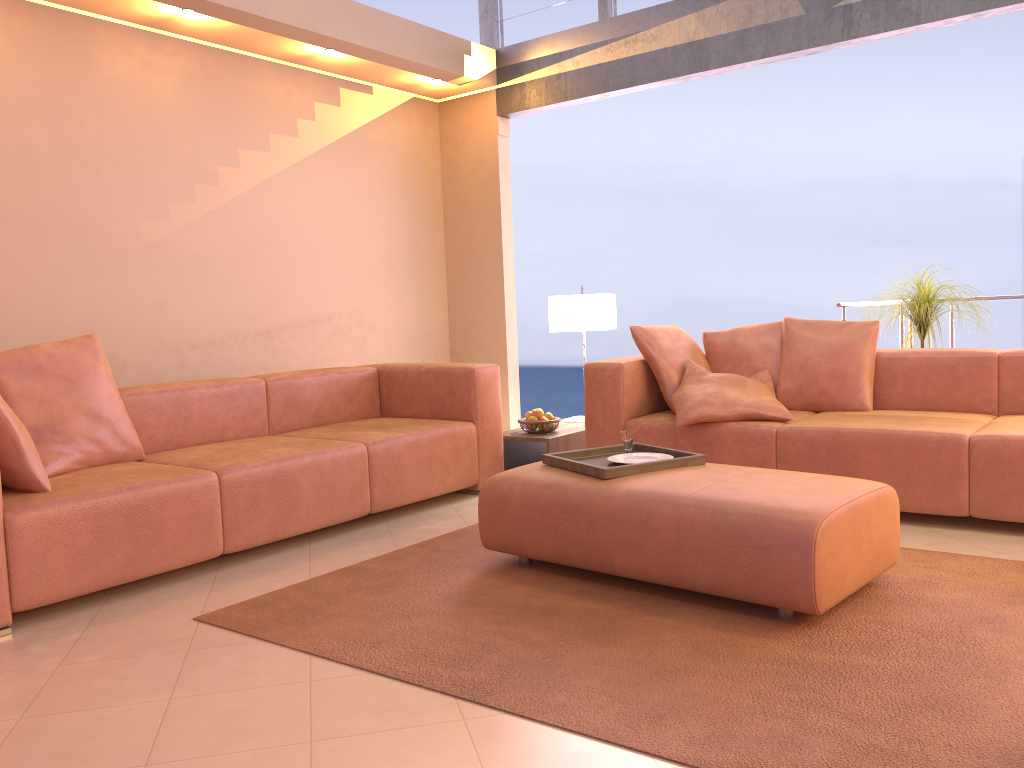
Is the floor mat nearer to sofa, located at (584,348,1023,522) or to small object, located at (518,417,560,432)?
sofa, located at (584,348,1023,522)

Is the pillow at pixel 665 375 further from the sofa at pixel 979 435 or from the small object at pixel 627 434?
the small object at pixel 627 434

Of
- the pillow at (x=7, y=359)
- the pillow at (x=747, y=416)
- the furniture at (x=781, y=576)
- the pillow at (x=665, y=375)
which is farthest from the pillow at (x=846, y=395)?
the pillow at (x=7, y=359)

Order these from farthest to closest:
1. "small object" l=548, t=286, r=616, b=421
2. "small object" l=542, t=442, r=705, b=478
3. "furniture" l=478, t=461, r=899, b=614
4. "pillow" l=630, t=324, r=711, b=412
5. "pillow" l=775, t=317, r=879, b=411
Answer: "small object" l=548, t=286, r=616, b=421, "pillow" l=630, t=324, r=711, b=412, "pillow" l=775, t=317, r=879, b=411, "small object" l=542, t=442, r=705, b=478, "furniture" l=478, t=461, r=899, b=614

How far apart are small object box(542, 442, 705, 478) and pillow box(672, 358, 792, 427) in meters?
0.6

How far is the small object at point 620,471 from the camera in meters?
3.0

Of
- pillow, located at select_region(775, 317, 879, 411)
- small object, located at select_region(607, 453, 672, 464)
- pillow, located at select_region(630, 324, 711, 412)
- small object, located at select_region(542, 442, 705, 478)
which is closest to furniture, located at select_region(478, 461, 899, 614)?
small object, located at select_region(542, 442, 705, 478)

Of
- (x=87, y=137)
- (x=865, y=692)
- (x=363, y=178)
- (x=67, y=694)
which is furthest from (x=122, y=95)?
(x=865, y=692)

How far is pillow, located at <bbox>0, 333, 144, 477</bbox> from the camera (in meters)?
3.26

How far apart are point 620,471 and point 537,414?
1.8 meters
